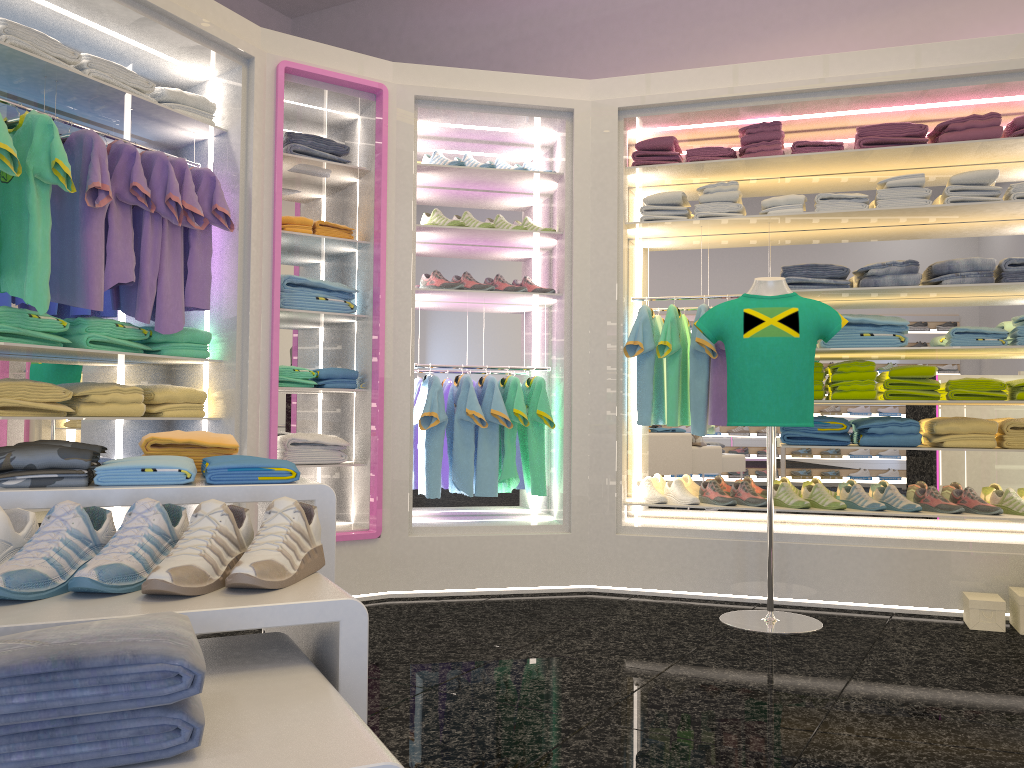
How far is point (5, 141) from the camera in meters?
3.1 m

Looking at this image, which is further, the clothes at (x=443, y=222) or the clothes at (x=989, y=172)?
the clothes at (x=443, y=222)

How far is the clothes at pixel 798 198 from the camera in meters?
4.5 m

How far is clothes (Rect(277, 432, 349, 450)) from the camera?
4.3m

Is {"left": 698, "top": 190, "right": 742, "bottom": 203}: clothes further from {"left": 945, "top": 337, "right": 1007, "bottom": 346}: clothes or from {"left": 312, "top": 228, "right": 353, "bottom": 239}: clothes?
{"left": 312, "top": 228, "right": 353, "bottom": 239}: clothes

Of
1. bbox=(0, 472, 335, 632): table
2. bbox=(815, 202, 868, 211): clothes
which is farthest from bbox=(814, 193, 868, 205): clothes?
bbox=(0, 472, 335, 632): table

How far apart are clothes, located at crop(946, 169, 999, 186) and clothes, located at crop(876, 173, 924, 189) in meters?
0.1 m

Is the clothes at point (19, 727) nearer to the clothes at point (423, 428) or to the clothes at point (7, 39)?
the clothes at point (7, 39)

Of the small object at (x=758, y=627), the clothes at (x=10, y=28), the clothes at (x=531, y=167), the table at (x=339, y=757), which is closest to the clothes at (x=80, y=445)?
the table at (x=339, y=757)

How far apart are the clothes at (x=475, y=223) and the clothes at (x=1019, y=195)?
2.6 meters
